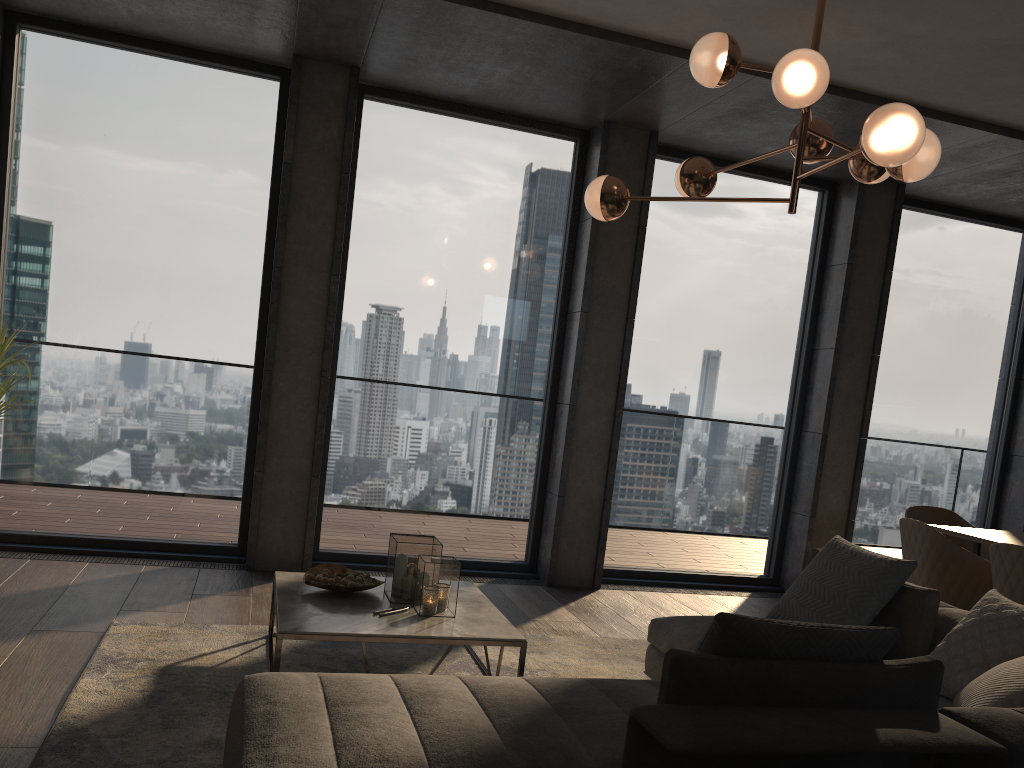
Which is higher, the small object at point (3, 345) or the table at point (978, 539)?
the small object at point (3, 345)

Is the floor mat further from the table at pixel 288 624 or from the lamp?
the lamp

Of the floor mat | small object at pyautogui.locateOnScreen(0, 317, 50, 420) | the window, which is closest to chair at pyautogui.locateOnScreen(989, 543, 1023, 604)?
the floor mat

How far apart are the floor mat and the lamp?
2.0 meters

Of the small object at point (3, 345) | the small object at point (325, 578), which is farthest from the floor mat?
the small object at point (3, 345)

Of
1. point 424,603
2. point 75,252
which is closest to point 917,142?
point 424,603

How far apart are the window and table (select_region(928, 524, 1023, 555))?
1.6m

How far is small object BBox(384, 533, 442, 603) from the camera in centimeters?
362cm

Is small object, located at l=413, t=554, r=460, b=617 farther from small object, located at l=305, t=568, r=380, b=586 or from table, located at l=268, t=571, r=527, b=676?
small object, located at l=305, t=568, r=380, b=586

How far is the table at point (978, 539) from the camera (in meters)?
4.65
